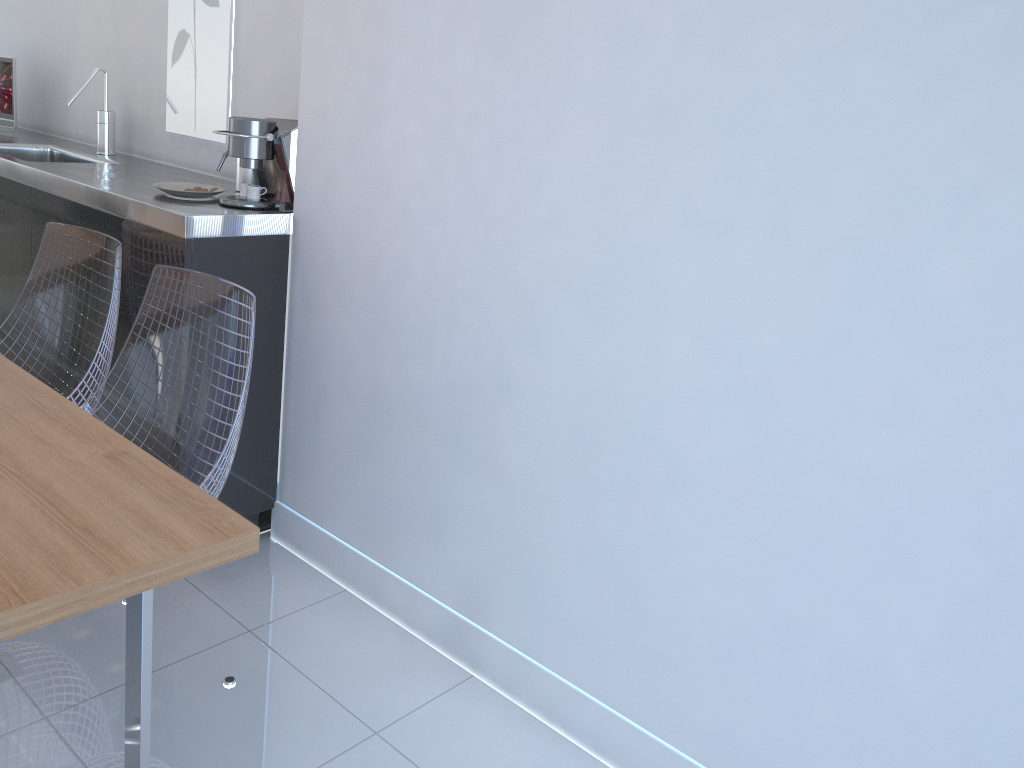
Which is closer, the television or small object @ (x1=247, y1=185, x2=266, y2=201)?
small object @ (x1=247, y1=185, x2=266, y2=201)

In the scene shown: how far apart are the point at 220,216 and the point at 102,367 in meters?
0.5 m

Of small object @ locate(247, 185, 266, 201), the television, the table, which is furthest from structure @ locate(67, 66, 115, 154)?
the table

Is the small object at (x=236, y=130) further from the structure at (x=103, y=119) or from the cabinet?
the structure at (x=103, y=119)

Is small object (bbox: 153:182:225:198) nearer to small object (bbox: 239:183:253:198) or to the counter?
the counter

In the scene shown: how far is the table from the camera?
1.1m

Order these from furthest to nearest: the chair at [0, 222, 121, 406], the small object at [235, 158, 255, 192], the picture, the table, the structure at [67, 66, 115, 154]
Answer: the structure at [67, 66, 115, 154] < the picture < the small object at [235, 158, 255, 192] < the chair at [0, 222, 121, 406] < the table

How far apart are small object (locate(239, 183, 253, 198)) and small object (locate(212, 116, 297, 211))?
0.02m

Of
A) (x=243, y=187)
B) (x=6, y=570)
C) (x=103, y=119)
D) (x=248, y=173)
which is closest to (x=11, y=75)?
(x=103, y=119)

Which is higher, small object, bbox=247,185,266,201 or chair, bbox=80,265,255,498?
small object, bbox=247,185,266,201
